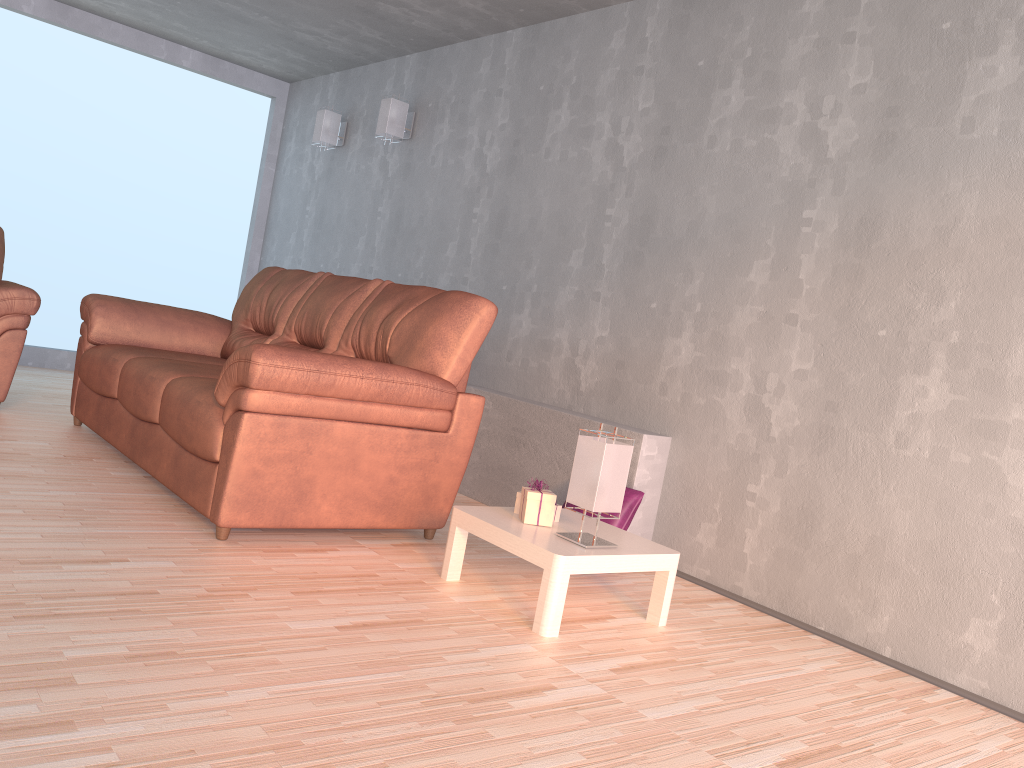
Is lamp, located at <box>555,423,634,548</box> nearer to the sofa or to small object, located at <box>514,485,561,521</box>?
small object, located at <box>514,485,561,521</box>

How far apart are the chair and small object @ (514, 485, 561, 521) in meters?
3.0

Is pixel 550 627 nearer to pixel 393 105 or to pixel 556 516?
pixel 556 516

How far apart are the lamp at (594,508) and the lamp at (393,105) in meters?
3.3 m

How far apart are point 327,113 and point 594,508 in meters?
4.4 m

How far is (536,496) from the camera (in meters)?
2.85

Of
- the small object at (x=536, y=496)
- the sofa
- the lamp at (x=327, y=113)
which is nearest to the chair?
the sofa

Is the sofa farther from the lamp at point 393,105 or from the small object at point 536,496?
the lamp at point 393,105

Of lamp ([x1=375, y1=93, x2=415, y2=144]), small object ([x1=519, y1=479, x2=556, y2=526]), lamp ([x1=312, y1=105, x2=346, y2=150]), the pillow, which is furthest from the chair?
the pillow

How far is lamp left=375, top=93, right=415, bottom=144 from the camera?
5.4 meters
